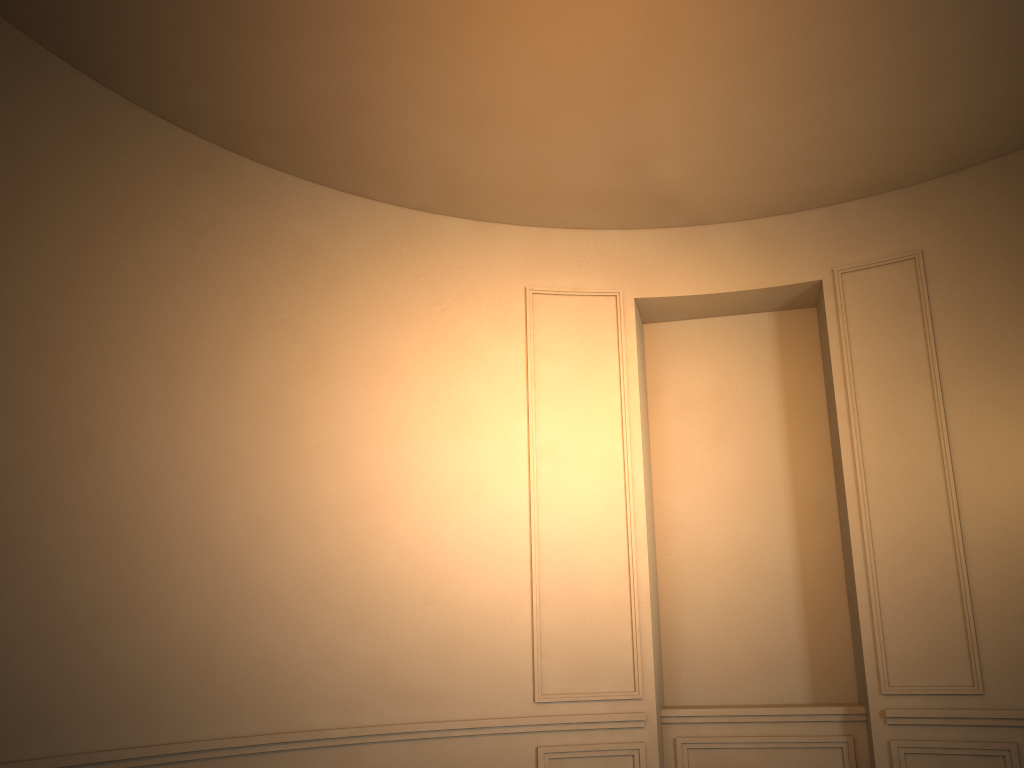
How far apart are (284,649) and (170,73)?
3.2 meters
